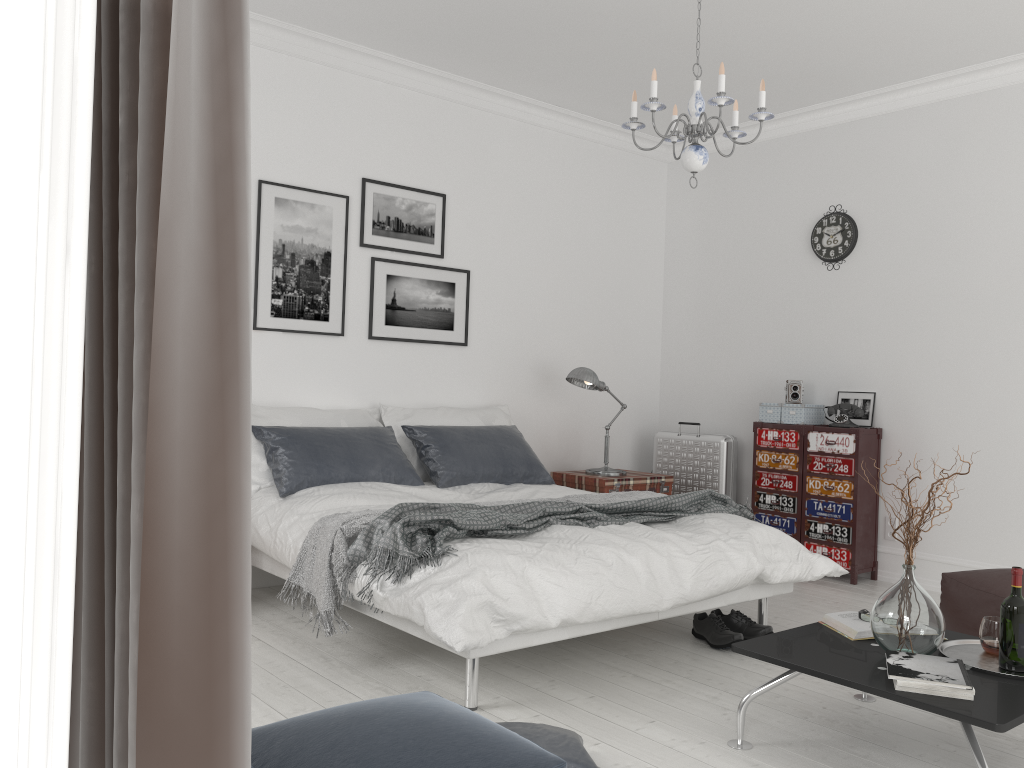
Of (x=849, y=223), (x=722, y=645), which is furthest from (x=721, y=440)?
(x=722, y=645)

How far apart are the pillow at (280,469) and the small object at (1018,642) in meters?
2.8

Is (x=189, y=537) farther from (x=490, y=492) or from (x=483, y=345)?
(x=483, y=345)

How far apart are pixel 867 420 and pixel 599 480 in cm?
171

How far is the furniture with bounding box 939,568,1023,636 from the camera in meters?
3.5 m

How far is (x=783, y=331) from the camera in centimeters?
604cm

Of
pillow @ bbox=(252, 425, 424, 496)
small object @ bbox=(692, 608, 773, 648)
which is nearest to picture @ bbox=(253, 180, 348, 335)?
pillow @ bbox=(252, 425, 424, 496)

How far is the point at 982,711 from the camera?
2.3m

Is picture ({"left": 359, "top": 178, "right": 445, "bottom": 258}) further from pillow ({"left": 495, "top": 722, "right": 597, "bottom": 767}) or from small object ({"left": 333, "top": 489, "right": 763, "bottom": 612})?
pillow ({"left": 495, "top": 722, "right": 597, "bottom": 767})

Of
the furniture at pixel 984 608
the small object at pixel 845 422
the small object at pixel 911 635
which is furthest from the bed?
the small object at pixel 845 422
